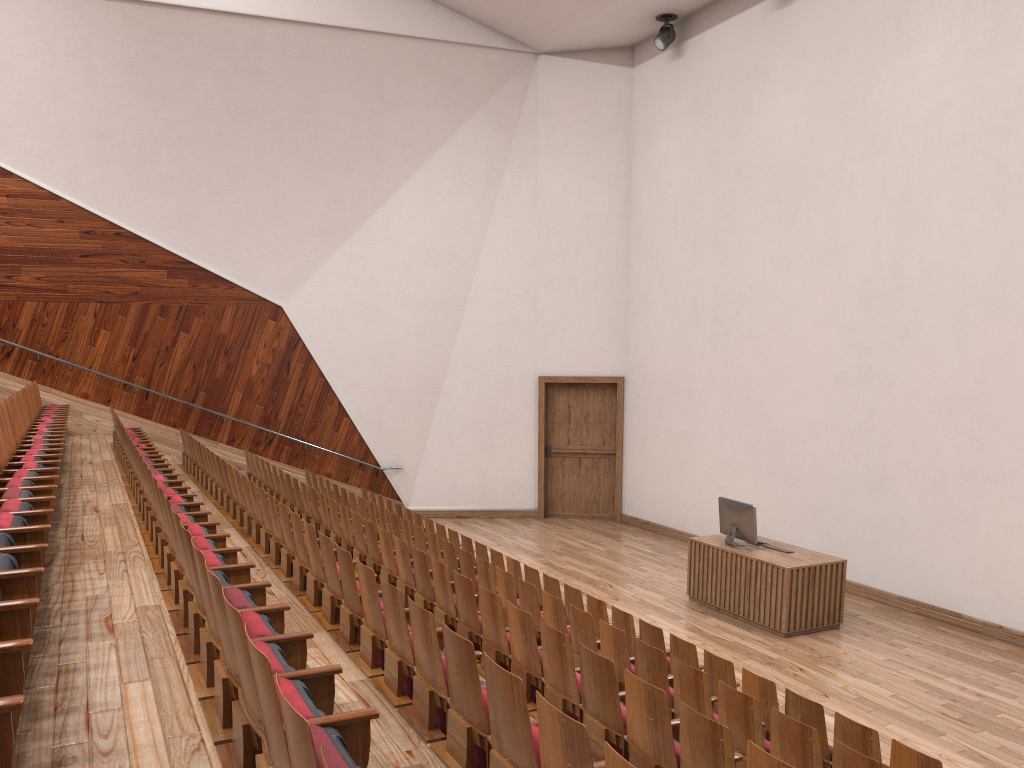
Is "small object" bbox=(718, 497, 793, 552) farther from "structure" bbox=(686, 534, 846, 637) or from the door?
the door

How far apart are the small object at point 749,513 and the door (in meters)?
0.47

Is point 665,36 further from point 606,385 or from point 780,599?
point 780,599

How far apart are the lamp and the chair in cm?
76

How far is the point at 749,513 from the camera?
0.9m

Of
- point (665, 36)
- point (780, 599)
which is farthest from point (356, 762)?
point (665, 36)

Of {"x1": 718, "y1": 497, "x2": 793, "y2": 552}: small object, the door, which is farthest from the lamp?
{"x1": 718, "y1": 497, "x2": 793, "y2": 552}: small object

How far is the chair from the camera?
0.2m

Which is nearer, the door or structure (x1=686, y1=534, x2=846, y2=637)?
structure (x1=686, y1=534, x2=846, y2=637)

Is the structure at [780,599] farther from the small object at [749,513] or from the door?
the door
